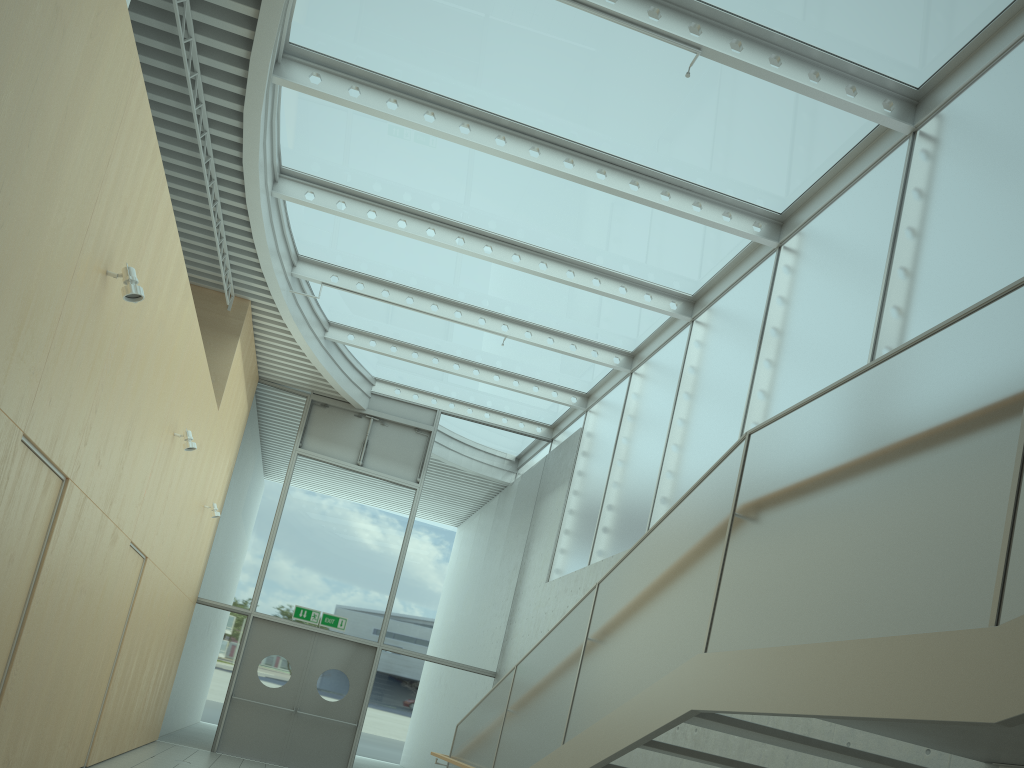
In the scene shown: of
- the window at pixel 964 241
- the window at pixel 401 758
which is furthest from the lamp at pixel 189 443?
the window at pixel 401 758

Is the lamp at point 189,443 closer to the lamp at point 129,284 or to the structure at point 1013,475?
the lamp at point 129,284

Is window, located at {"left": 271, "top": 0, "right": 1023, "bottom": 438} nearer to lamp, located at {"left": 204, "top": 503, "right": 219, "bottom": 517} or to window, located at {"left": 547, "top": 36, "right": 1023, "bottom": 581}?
window, located at {"left": 547, "top": 36, "right": 1023, "bottom": 581}

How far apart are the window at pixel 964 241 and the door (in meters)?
3.14

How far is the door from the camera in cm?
1202

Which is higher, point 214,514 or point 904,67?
point 904,67

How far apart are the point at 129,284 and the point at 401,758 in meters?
9.3 m

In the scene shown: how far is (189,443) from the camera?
7.9m

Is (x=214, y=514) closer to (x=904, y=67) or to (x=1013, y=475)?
(x=904, y=67)

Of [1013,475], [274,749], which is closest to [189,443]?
[274,749]
